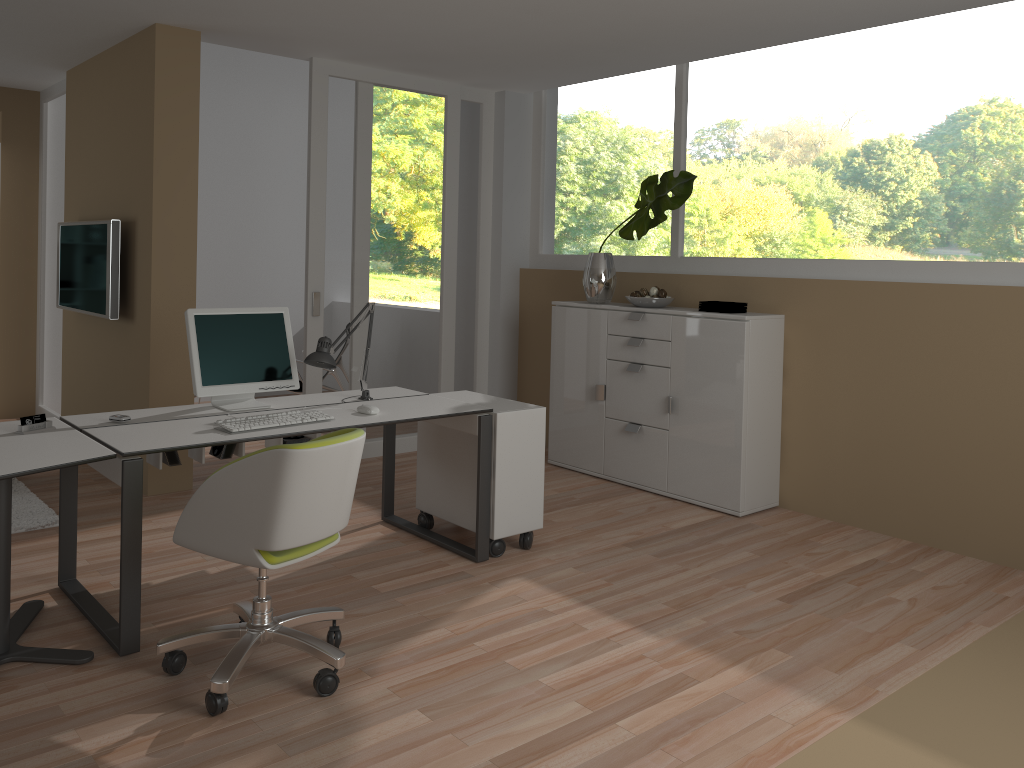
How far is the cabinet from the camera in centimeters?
485cm

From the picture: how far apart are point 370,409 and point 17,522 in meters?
2.0

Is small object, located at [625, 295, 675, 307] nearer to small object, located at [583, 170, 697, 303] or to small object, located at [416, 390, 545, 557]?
small object, located at [583, 170, 697, 303]

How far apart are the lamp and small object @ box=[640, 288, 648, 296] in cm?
193

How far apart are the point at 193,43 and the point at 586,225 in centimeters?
278cm

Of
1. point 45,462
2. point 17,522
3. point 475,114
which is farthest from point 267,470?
point 475,114

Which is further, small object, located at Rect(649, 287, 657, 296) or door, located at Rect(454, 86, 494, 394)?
door, located at Rect(454, 86, 494, 394)

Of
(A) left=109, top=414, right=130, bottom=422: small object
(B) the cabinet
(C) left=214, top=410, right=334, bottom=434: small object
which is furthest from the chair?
(B) the cabinet

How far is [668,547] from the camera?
4.36m

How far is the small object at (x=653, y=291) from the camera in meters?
5.3 m
